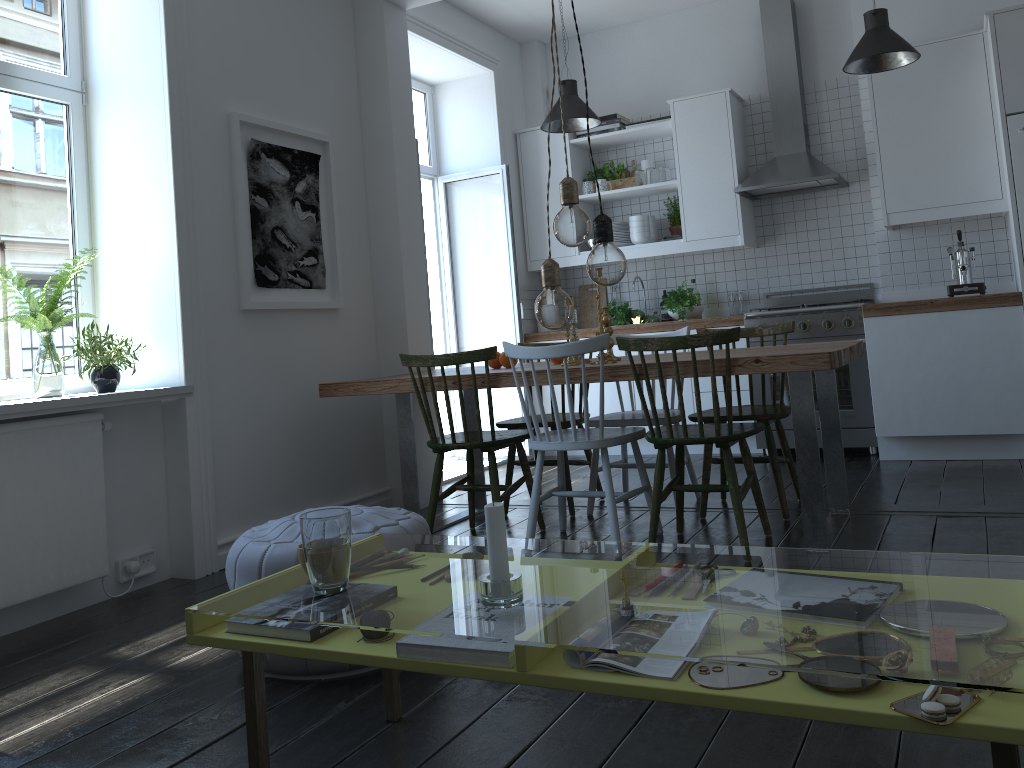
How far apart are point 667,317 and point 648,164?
1.07m

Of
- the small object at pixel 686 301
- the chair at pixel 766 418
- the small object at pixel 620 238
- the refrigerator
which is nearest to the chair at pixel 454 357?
the chair at pixel 766 418

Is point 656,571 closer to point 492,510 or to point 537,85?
point 537,85

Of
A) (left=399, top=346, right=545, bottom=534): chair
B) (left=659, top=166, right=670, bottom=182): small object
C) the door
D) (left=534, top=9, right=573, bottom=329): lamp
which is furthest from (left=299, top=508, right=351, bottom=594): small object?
(left=659, top=166, right=670, bottom=182): small object

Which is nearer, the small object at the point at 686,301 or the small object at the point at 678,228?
the small object at the point at 686,301

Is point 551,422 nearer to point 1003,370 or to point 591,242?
point 591,242

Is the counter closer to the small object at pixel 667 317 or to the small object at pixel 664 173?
the small object at pixel 667 317

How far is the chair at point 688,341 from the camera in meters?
3.1 m

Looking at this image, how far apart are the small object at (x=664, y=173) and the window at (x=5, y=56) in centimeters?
360cm

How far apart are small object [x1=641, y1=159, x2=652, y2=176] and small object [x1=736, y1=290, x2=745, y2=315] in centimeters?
111cm
